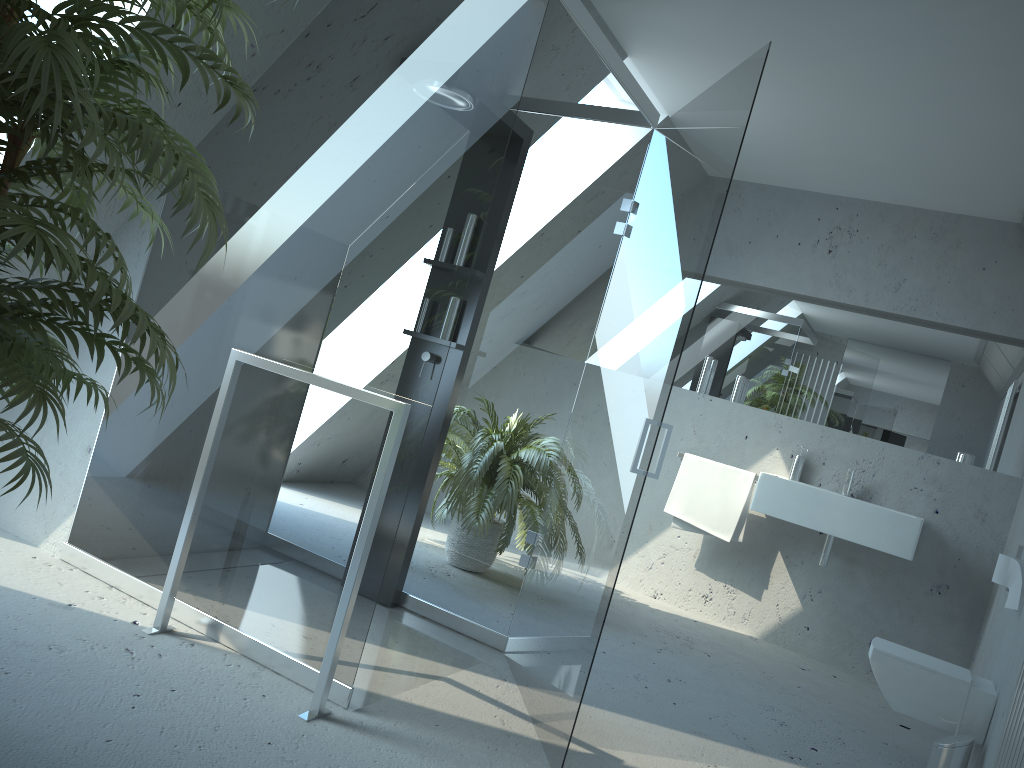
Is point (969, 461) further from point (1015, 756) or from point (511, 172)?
point (511, 172)

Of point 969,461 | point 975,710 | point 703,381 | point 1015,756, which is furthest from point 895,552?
point 1015,756

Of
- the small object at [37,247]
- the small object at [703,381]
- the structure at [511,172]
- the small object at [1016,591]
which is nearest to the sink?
the small object at [703,381]

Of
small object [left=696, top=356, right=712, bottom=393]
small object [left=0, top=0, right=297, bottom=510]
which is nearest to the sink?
small object [left=696, top=356, right=712, bottom=393]

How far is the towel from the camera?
4.8 meters

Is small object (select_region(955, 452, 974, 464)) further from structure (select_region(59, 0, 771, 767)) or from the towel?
structure (select_region(59, 0, 771, 767))

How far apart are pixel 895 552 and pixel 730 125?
2.7 meters

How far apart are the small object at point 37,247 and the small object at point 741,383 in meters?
3.8 m

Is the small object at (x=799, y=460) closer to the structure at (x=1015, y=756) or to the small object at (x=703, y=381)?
the small object at (x=703, y=381)

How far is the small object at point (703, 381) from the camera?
5.22m
